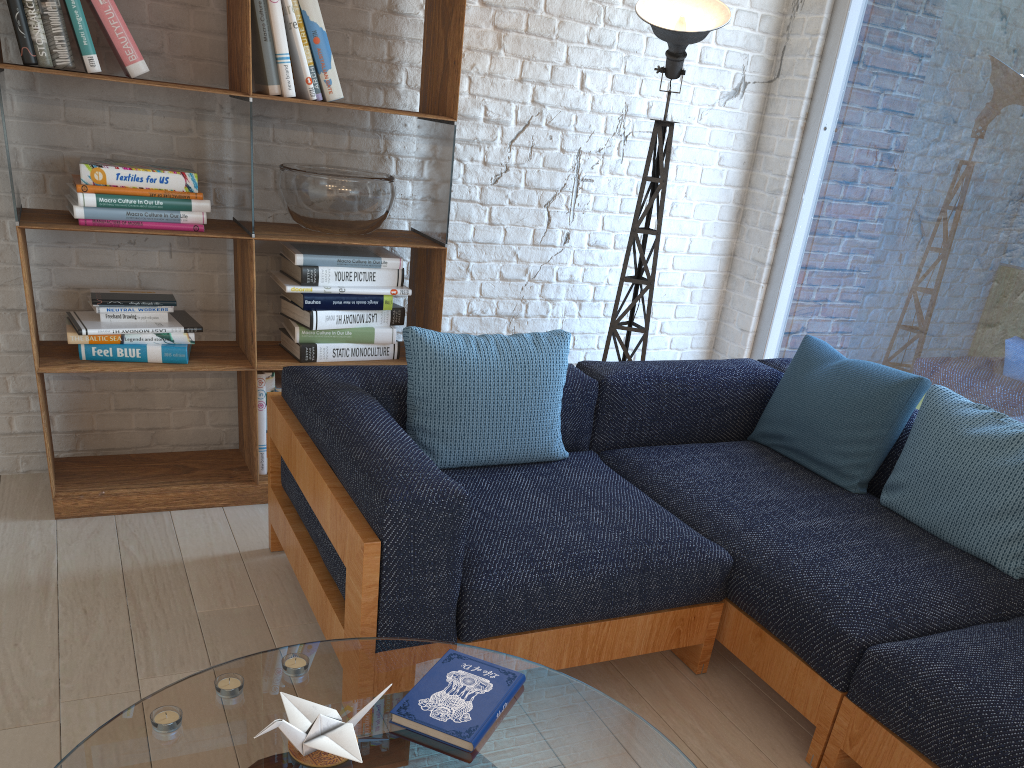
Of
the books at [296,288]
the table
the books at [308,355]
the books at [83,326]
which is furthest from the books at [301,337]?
the table

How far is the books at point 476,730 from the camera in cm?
141

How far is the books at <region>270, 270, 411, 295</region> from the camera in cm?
304

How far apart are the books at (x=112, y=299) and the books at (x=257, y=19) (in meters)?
0.76

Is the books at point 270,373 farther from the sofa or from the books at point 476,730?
the books at point 476,730

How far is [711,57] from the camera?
3.8m

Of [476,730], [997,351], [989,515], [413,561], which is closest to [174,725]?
[476,730]

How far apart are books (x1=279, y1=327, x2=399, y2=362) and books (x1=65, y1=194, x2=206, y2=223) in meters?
0.5

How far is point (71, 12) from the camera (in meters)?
2.54

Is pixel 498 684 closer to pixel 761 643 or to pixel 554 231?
pixel 761 643
